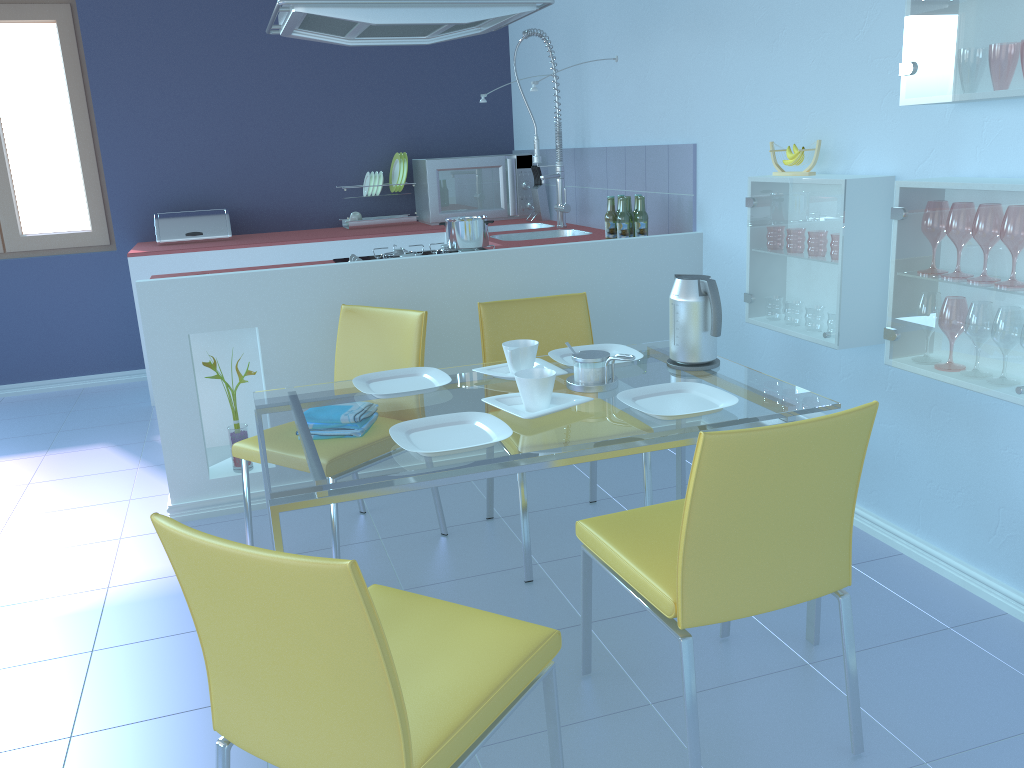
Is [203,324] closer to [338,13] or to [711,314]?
[338,13]

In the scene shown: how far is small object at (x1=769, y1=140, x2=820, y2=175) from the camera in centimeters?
255cm

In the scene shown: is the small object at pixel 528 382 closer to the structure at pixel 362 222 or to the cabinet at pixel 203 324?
the cabinet at pixel 203 324

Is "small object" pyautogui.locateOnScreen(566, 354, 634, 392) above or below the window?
below

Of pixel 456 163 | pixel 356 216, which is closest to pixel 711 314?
pixel 456 163

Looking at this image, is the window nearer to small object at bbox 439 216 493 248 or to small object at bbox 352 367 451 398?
small object at bbox 439 216 493 248

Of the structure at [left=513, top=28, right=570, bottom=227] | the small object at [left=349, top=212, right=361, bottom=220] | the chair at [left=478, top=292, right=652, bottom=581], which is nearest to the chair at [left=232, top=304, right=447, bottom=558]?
the chair at [left=478, top=292, right=652, bottom=581]

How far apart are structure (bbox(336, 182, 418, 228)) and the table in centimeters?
272cm

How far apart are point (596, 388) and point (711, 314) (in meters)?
0.35

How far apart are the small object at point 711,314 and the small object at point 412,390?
0.6m
